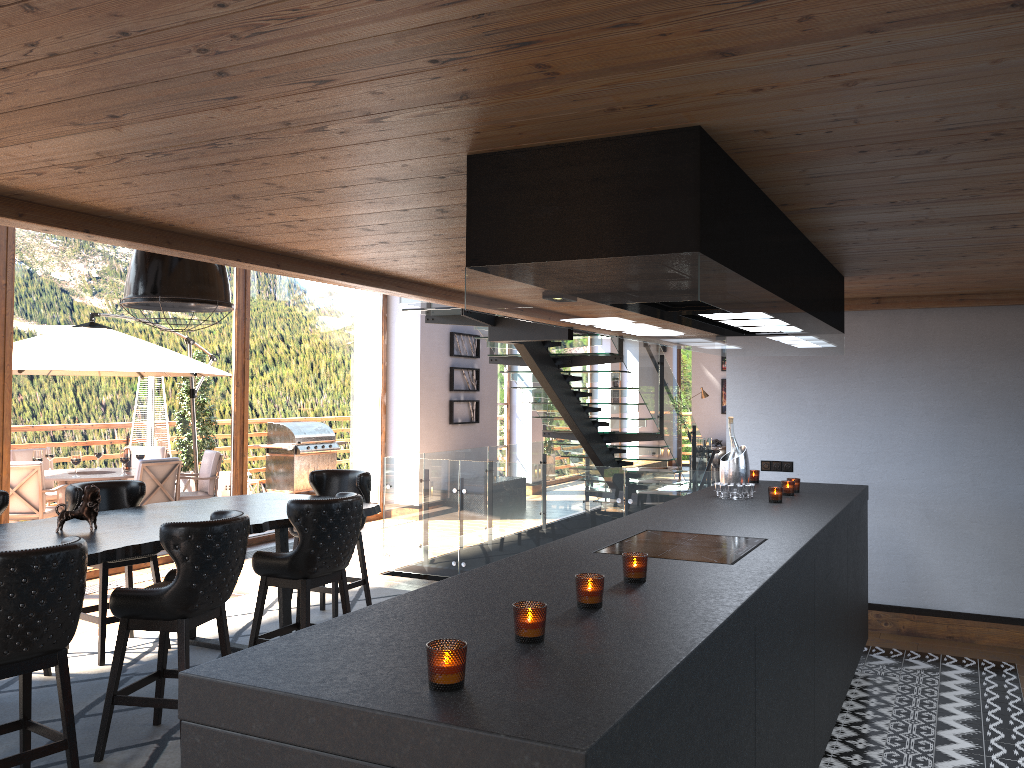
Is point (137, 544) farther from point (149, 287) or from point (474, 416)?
point (474, 416)

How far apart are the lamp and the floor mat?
2.1m

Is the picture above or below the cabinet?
above

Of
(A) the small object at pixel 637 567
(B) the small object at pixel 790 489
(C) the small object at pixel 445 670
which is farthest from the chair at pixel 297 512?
(C) the small object at pixel 445 670

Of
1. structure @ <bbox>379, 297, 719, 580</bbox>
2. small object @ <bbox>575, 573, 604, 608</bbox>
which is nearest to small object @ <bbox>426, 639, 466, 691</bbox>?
small object @ <bbox>575, 573, 604, 608</bbox>

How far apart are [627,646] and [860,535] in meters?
3.8 m

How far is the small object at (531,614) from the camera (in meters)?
2.01

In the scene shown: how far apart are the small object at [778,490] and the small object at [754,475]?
1.09m

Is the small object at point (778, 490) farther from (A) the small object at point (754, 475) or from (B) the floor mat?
(B) the floor mat

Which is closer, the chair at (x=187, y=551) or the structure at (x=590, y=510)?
the chair at (x=187, y=551)
